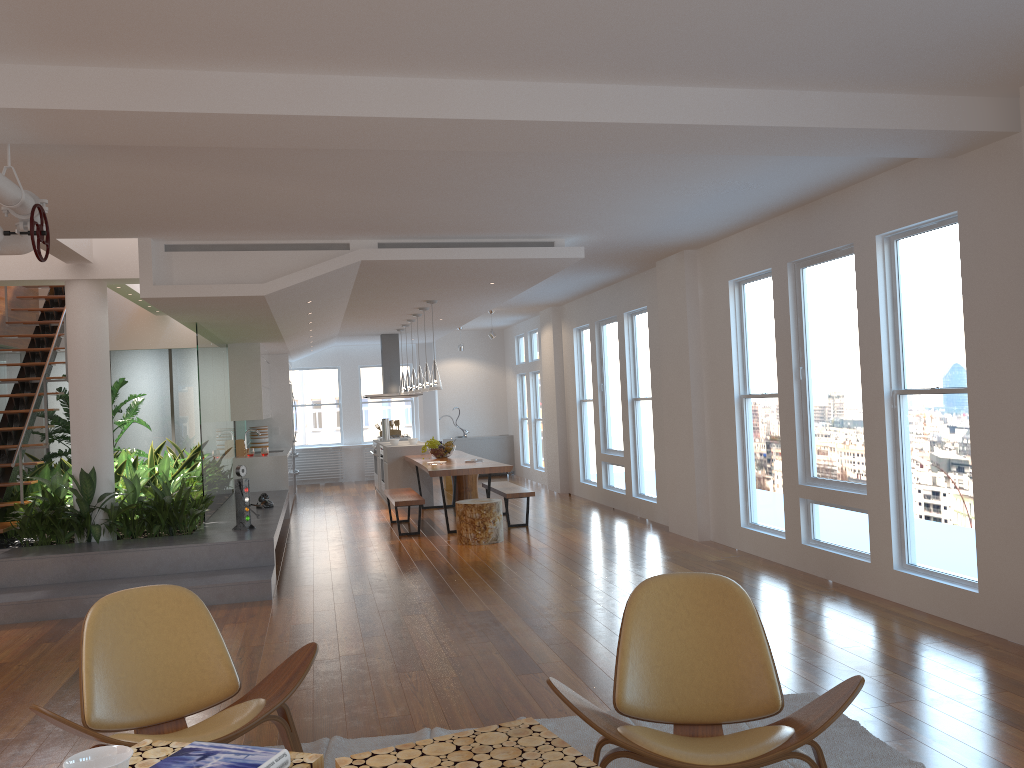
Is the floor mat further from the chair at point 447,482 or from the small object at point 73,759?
the chair at point 447,482

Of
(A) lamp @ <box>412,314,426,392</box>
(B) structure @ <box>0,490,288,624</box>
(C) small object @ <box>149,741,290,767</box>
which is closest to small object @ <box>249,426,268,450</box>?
(B) structure @ <box>0,490,288,624</box>

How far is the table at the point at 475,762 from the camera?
2.17m

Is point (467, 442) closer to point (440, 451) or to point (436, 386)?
point (440, 451)

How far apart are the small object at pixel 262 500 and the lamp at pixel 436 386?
2.1m

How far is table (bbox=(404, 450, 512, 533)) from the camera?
9.1m

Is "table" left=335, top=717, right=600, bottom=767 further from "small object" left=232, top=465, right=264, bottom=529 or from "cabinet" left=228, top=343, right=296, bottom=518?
"cabinet" left=228, top=343, right=296, bottom=518

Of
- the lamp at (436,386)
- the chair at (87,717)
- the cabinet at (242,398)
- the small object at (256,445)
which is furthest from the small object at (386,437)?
the chair at (87,717)

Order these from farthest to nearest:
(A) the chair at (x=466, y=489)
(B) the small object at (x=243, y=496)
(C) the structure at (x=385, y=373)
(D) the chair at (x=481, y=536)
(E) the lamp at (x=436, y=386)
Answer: (C) the structure at (x=385, y=373)
(A) the chair at (x=466, y=489)
(E) the lamp at (x=436, y=386)
(D) the chair at (x=481, y=536)
(B) the small object at (x=243, y=496)

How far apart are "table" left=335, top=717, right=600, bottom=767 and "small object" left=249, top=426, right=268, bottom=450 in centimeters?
1115cm
